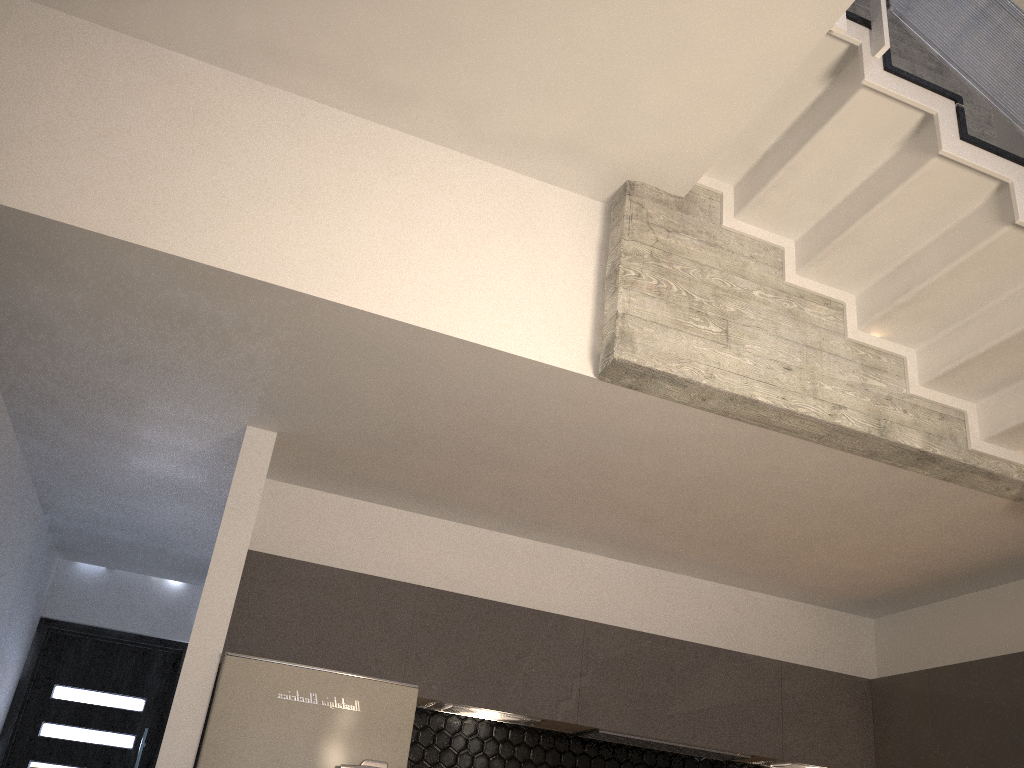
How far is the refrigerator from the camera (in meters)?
3.44

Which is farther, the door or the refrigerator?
the door

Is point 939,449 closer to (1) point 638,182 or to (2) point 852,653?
(1) point 638,182

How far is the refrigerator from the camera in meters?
3.4 m

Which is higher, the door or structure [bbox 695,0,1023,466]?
structure [bbox 695,0,1023,466]

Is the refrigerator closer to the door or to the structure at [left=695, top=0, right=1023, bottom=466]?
the structure at [left=695, top=0, right=1023, bottom=466]

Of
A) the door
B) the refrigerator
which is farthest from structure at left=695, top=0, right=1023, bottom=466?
the door

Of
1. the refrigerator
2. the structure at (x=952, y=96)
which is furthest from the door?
the structure at (x=952, y=96)

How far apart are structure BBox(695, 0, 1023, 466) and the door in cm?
529

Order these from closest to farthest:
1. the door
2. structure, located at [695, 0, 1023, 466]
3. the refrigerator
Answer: structure, located at [695, 0, 1023, 466], the refrigerator, the door
